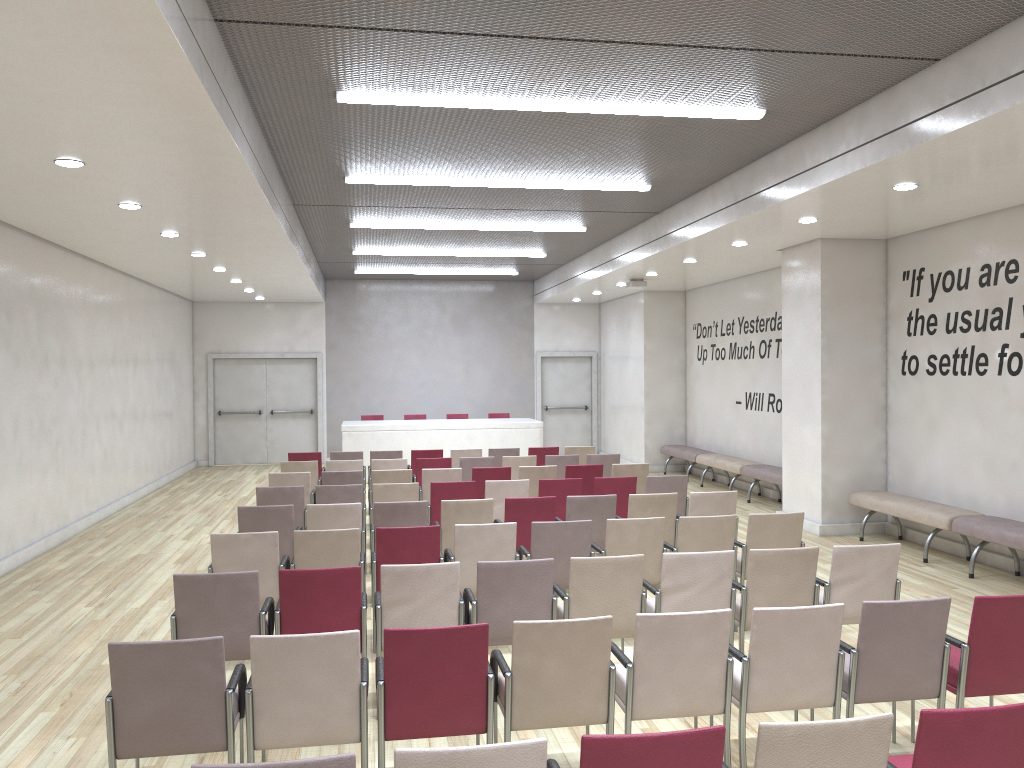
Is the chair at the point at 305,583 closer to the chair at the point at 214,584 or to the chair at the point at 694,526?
the chair at the point at 214,584

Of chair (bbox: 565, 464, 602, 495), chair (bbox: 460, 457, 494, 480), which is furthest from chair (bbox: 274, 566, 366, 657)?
chair (bbox: 460, 457, 494, 480)

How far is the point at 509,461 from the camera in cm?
1129

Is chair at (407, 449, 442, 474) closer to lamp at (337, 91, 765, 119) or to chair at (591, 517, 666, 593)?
chair at (591, 517, 666, 593)

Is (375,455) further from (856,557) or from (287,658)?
(287,658)

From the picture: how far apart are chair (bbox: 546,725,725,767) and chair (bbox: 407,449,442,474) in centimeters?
944cm

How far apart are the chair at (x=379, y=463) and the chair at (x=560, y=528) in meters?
4.5

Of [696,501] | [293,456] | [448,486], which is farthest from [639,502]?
[293,456]

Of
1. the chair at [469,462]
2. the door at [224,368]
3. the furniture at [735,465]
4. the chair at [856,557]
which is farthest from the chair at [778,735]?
the door at [224,368]

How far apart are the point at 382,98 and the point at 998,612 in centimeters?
509cm
